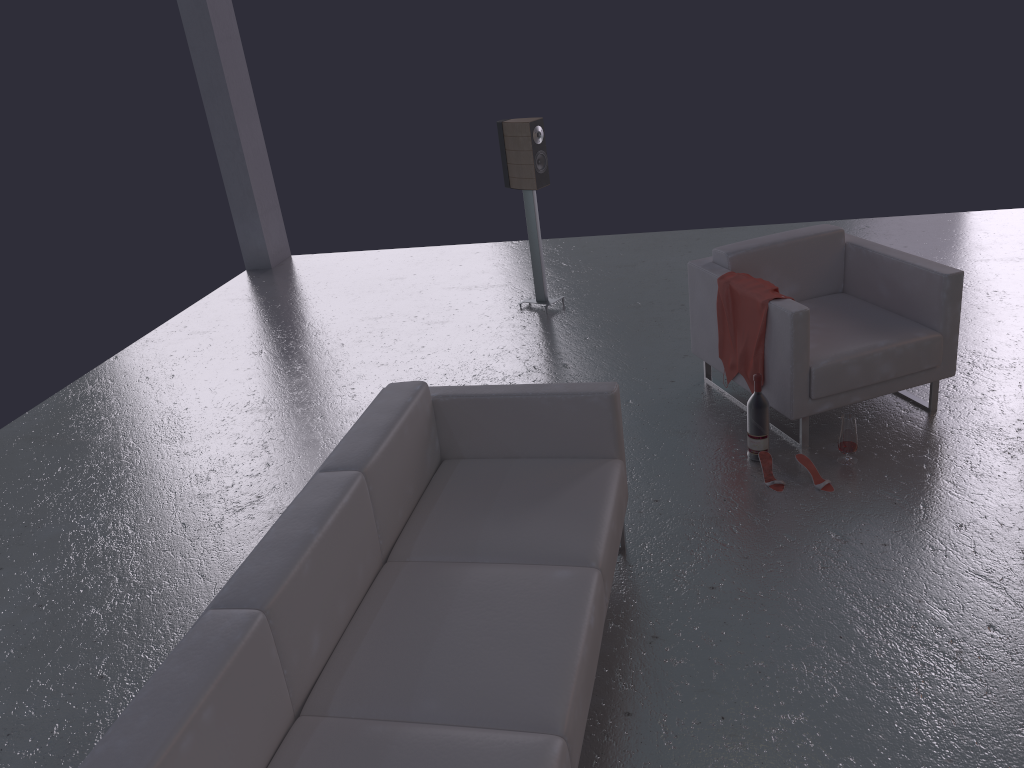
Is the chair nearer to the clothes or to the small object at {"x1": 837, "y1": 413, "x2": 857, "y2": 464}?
the clothes

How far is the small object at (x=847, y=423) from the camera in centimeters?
403cm

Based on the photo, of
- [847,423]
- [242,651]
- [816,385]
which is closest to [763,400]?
[816,385]

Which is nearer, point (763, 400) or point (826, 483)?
point (826, 483)

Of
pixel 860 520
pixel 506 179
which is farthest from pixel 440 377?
pixel 860 520

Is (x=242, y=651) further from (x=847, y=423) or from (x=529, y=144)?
(x=529, y=144)

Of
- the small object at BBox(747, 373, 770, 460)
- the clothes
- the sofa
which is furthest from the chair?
the sofa

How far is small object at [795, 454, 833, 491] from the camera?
3.9 meters

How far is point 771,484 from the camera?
4.00m

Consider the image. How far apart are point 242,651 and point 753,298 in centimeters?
295cm
